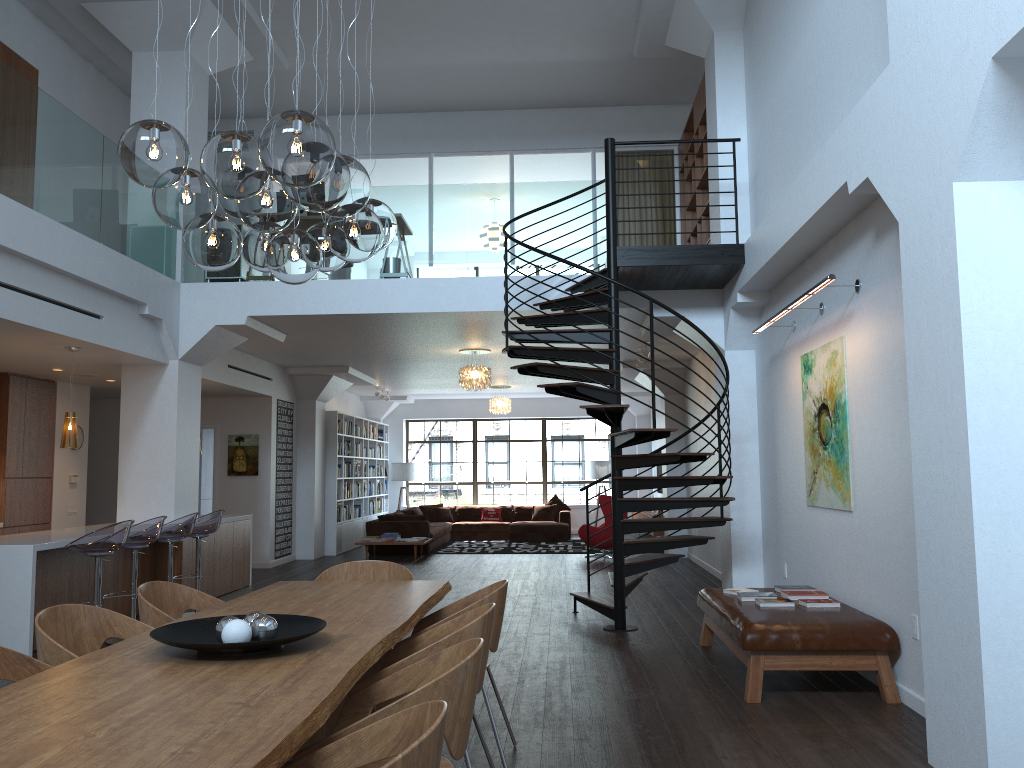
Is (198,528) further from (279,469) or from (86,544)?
(279,469)

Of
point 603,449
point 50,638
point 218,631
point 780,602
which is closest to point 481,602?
point 218,631

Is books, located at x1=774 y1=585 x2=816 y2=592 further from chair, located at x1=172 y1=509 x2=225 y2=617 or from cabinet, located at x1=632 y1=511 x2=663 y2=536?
cabinet, located at x1=632 y1=511 x2=663 y2=536

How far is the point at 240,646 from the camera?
2.8m

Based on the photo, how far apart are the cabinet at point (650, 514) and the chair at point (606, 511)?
1.2m

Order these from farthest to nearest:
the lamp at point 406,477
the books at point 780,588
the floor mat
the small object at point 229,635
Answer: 1. the lamp at point 406,477
2. the floor mat
3. the books at point 780,588
4. the small object at point 229,635

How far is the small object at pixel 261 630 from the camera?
3.03m

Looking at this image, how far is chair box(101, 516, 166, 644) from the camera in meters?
7.2

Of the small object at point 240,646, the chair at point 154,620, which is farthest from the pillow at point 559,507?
the small object at point 240,646

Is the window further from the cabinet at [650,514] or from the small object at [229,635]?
the small object at [229,635]
